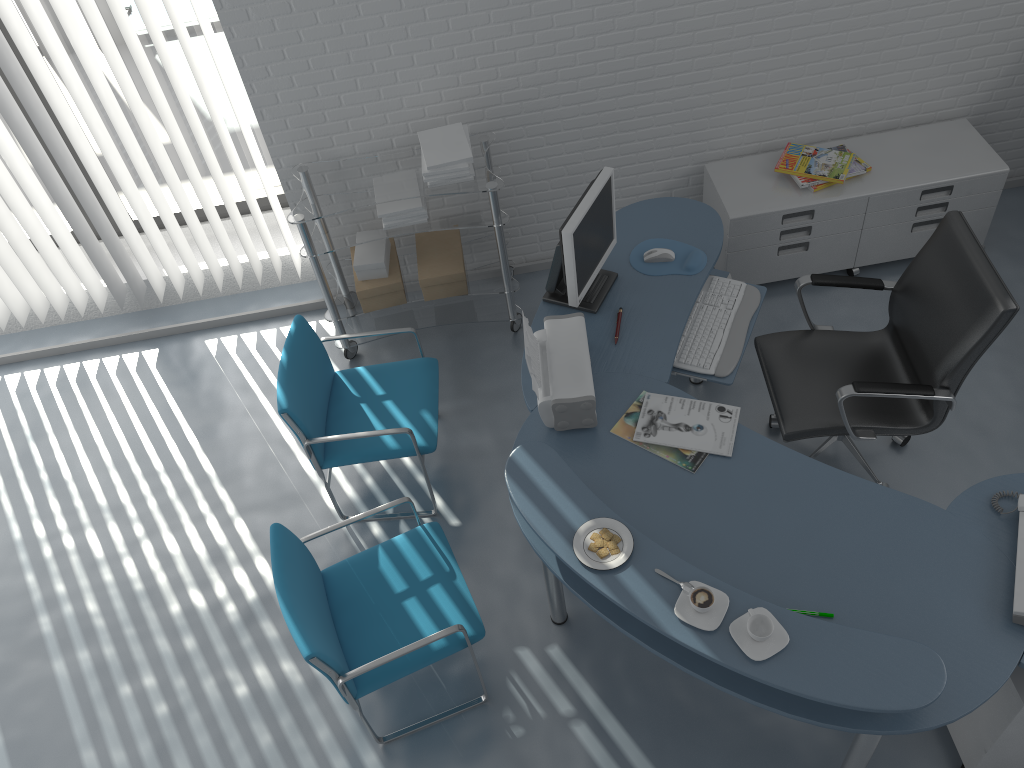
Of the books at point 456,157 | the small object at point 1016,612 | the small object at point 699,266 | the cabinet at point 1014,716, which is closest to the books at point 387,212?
the books at point 456,157

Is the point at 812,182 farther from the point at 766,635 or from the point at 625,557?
the point at 766,635

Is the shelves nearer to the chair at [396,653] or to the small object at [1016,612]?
the chair at [396,653]

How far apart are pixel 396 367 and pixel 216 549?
1.0m

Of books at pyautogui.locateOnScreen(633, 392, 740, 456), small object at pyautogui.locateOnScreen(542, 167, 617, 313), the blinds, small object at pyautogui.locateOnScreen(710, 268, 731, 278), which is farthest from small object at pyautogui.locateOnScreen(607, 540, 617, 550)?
the blinds

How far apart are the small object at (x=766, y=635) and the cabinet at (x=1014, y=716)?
0.7 meters

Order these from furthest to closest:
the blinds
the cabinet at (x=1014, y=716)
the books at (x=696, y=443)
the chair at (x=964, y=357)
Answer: the blinds
the chair at (x=964, y=357)
the books at (x=696, y=443)
the cabinet at (x=1014, y=716)

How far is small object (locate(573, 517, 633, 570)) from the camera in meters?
2.3

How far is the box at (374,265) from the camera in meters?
3.9 m

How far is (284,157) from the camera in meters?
3.9 m
